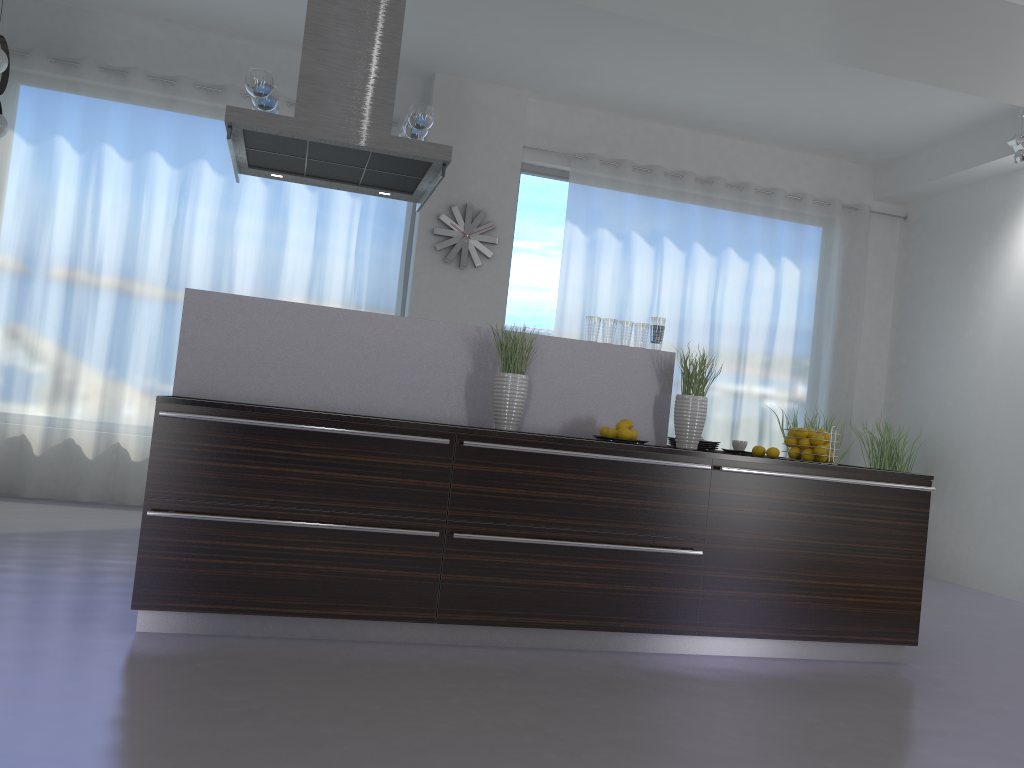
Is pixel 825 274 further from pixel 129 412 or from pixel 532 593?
pixel 129 412

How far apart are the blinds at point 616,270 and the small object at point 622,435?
3.4 meters

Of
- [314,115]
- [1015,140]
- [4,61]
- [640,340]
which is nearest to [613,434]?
[640,340]

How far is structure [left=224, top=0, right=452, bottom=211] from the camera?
3.8m

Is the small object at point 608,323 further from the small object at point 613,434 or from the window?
the window

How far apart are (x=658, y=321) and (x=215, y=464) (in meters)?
2.10

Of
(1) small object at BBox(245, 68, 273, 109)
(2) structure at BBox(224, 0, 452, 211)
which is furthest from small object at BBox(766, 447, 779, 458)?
(1) small object at BBox(245, 68, 273, 109)

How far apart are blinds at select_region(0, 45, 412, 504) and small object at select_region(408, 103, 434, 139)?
2.7m

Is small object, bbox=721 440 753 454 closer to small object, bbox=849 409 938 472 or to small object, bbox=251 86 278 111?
small object, bbox=251 86 278 111

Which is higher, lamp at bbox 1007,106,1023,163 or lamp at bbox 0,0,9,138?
lamp at bbox 1007,106,1023,163
